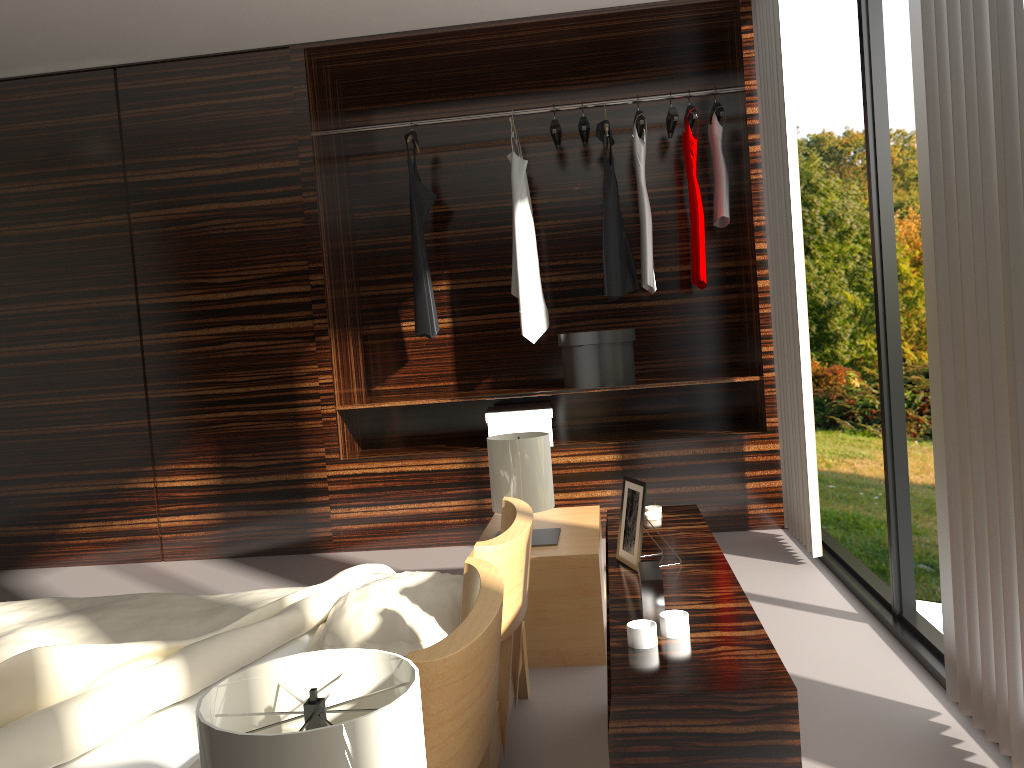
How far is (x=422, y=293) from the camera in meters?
4.3 m

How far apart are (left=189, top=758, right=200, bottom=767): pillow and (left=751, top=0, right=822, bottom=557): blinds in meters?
2.6 m

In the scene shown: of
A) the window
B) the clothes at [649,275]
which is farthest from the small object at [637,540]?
the clothes at [649,275]

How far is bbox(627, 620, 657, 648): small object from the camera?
1.2 meters

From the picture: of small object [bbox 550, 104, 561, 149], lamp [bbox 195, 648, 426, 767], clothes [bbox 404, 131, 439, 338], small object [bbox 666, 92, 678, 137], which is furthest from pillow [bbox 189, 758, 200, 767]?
small object [bbox 666, 92, 678, 137]

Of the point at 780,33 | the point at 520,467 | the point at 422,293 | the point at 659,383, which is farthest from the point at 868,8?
the point at 422,293

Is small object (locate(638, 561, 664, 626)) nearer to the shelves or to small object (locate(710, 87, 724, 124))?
the shelves

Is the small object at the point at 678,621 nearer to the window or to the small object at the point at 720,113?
the window

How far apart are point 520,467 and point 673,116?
2.2 meters

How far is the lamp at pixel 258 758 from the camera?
0.7 meters
